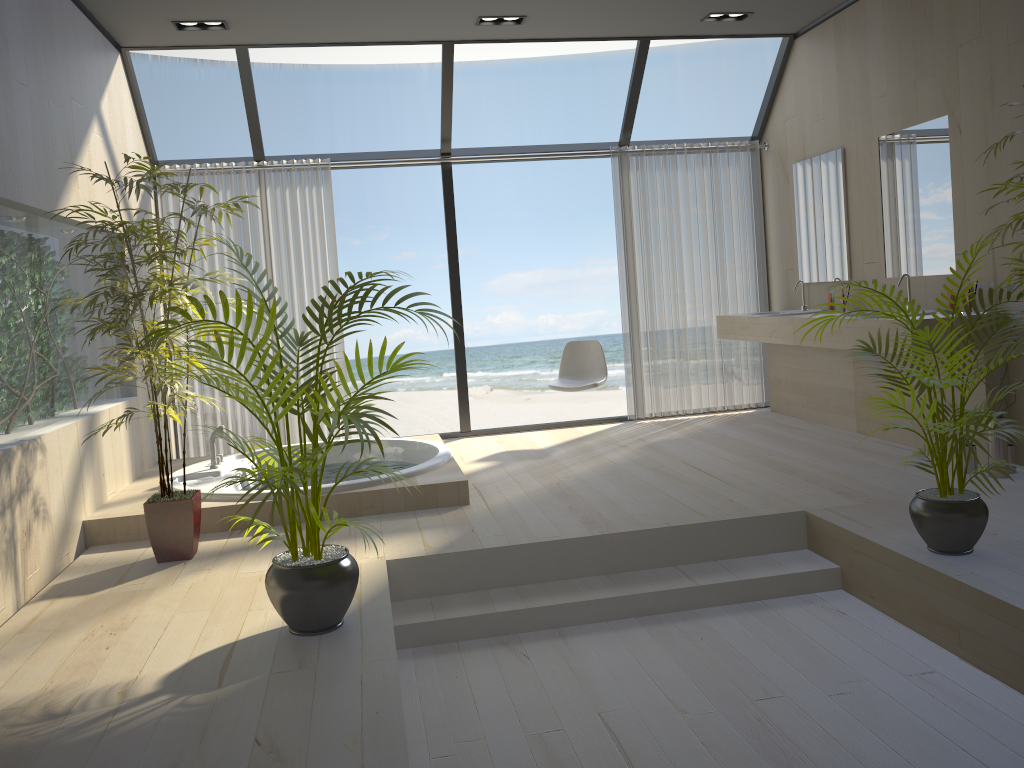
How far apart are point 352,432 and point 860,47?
4.26m

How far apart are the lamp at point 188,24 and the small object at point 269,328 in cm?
296

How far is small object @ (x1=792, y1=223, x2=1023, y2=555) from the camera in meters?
3.1

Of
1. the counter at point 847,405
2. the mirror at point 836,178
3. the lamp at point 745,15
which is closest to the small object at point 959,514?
the counter at point 847,405

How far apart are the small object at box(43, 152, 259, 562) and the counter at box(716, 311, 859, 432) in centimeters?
355cm

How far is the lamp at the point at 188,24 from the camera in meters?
5.2

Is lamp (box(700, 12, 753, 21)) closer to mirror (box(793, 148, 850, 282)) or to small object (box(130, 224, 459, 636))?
mirror (box(793, 148, 850, 282))

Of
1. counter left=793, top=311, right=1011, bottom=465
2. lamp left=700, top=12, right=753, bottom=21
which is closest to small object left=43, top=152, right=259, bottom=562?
counter left=793, top=311, right=1011, bottom=465

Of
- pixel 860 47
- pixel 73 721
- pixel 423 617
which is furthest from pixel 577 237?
pixel 73 721

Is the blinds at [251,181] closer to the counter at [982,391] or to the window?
the window
